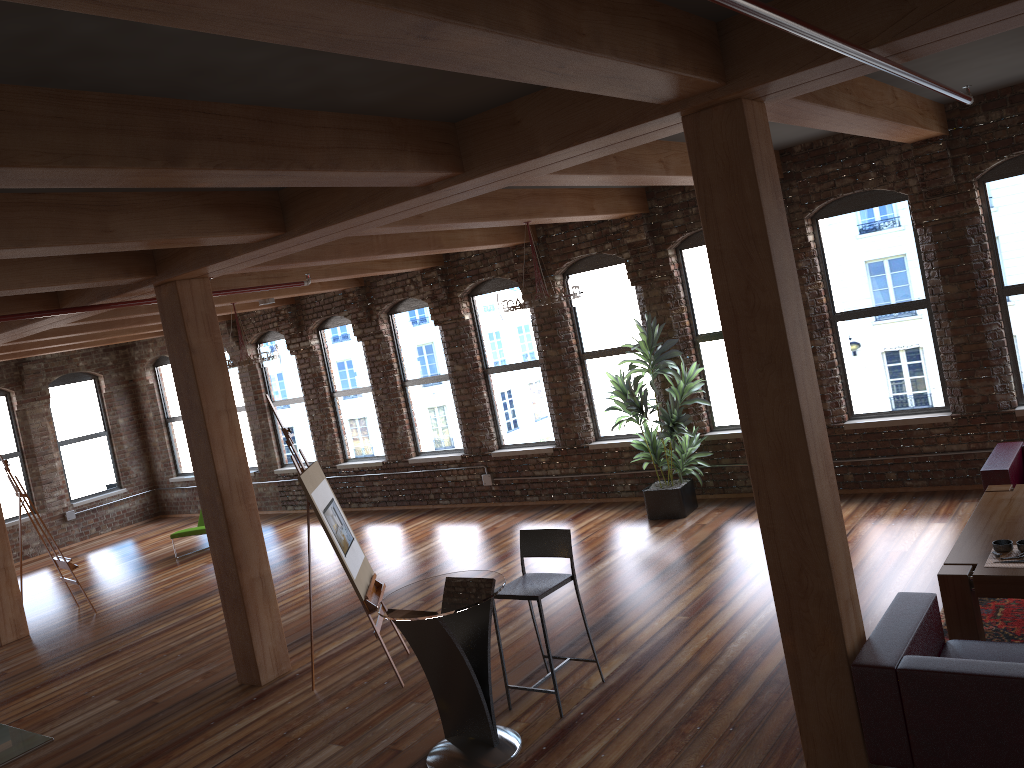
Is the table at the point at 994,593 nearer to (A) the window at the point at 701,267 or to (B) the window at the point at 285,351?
(A) the window at the point at 701,267

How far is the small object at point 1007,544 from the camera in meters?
4.9

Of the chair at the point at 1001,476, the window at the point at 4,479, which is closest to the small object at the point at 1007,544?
the chair at the point at 1001,476

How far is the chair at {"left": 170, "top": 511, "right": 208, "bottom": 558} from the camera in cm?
1192

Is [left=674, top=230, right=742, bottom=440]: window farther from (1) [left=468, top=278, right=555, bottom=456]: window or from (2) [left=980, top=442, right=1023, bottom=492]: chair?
(2) [left=980, top=442, right=1023, bottom=492]: chair

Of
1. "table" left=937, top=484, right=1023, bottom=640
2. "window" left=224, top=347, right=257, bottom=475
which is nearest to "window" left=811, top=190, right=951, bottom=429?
"table" left=937, top=484, right=1023, bottom=640

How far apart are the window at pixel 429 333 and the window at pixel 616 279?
2.1 meters

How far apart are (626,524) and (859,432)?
2.5m

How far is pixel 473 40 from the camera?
2.43m

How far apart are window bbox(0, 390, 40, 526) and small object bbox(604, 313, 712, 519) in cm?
1031
